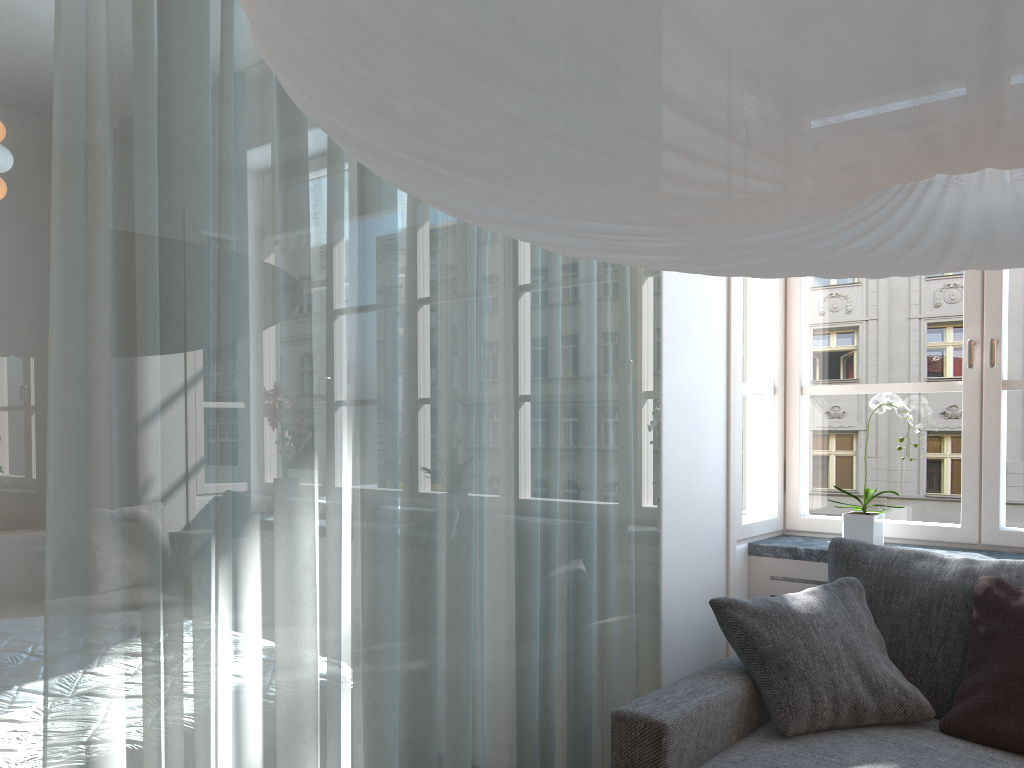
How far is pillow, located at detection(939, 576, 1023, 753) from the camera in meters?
2.1 m

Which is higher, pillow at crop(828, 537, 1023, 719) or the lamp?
the lamp

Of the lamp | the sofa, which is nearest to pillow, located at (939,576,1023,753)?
the sofa

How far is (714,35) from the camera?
0.6 meters

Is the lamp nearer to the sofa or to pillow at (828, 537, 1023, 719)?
the sofa

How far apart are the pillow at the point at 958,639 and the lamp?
1.52m

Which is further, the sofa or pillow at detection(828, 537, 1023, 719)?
pillow at detection(828, 537, 1023, 719)

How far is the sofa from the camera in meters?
2.0 m

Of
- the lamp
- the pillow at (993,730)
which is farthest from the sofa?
the lamp

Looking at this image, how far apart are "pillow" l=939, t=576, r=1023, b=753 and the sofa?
0.02m
